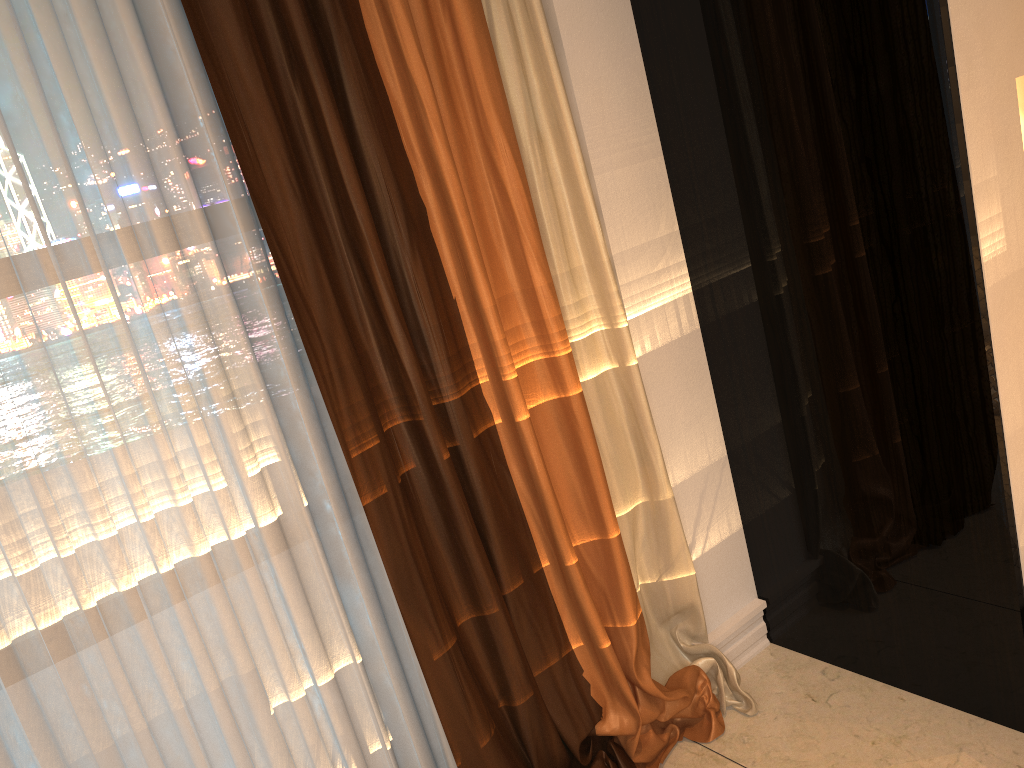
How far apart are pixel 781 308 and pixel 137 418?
1.32m

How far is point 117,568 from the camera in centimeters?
148cm
